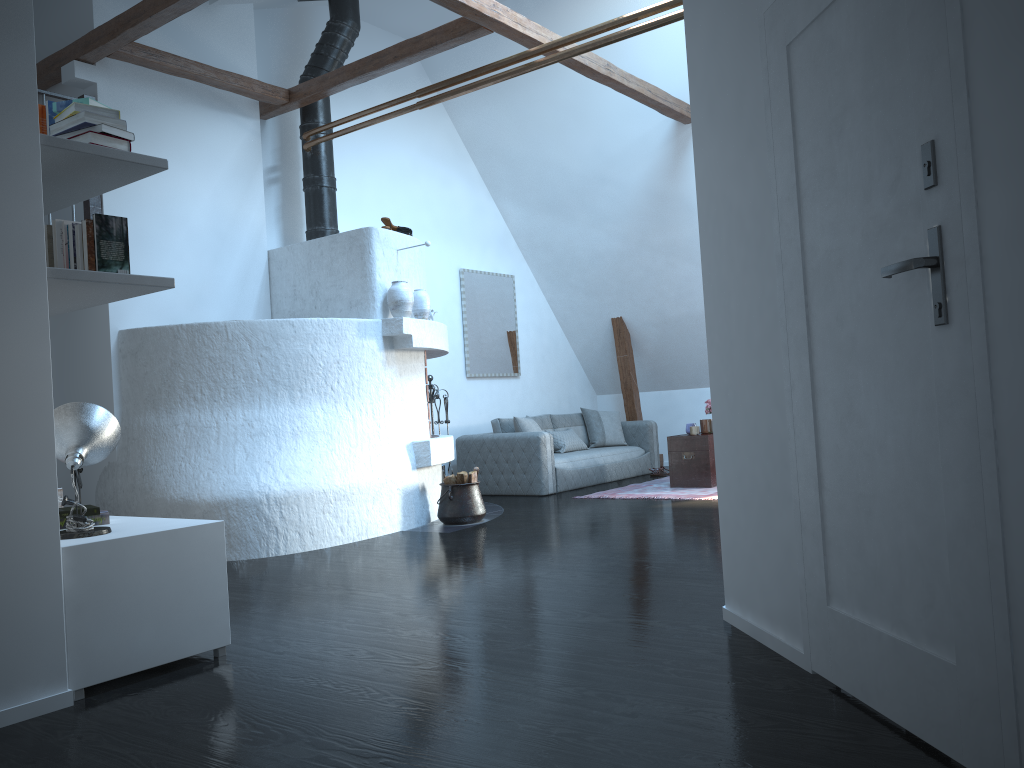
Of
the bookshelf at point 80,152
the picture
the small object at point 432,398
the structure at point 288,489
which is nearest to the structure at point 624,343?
the picture

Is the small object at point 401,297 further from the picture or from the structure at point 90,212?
the picture

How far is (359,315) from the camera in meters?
6.8 m

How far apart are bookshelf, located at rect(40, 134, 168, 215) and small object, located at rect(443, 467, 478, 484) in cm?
369

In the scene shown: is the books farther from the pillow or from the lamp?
the pillow

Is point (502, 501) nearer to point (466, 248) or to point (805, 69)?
point (466, 248)

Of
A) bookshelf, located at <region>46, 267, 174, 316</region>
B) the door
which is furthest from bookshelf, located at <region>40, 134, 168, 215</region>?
the door

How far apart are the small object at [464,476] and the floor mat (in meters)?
1.72

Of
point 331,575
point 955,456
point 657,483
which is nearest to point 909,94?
point 955,456

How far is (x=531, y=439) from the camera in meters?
8.5
